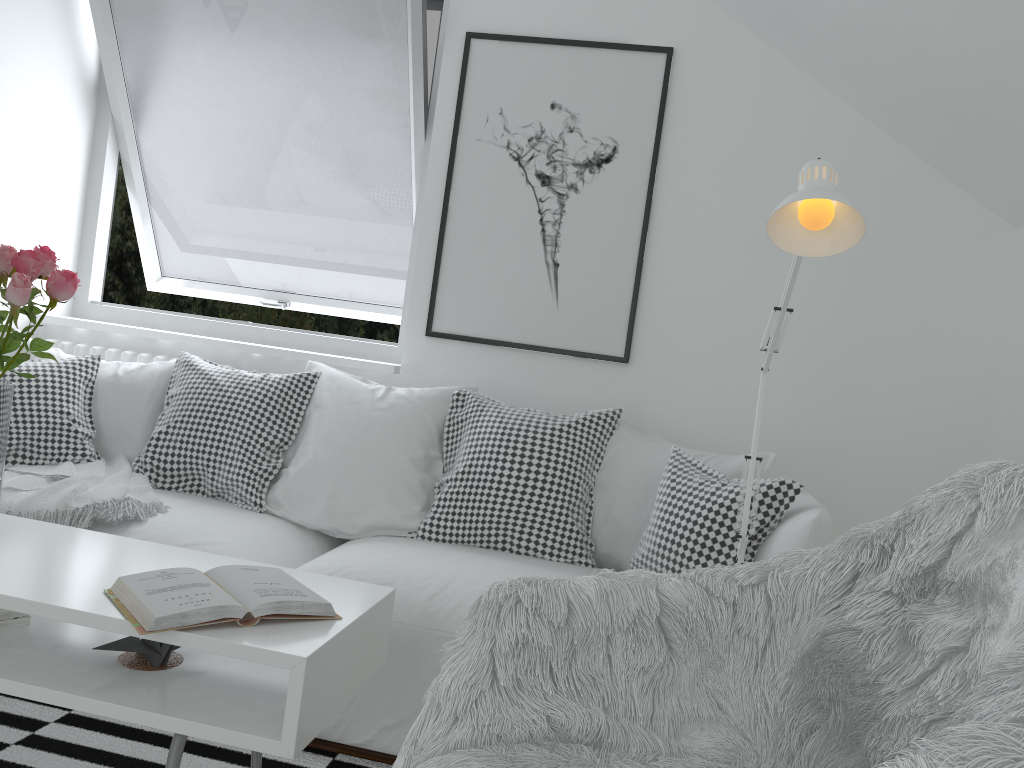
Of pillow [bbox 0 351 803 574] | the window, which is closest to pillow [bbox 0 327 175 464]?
pillow [bbox 0 351 803 574]

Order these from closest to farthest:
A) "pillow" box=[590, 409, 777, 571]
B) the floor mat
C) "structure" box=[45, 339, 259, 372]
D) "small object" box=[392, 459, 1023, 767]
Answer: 1. "small object" box=[392, 459, 1023, 767]
2. the floor mat
3. "pillow" box=[590, 409, 777, 571]
4. "structure" box=[45, 339, 259, 372]

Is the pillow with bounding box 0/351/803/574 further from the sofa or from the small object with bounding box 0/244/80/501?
the small object with bounding box 0/244/80/501

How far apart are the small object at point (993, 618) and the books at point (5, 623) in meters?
0.9

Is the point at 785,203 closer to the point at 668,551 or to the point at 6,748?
the point at 668,551

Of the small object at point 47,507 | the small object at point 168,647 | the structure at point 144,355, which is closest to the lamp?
the small object at point 168,647

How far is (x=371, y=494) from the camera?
2.6m

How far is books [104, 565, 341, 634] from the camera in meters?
1.4

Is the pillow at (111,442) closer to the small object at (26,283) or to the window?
the window

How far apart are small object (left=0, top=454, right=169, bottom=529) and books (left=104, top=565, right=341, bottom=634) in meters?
0.8 m
